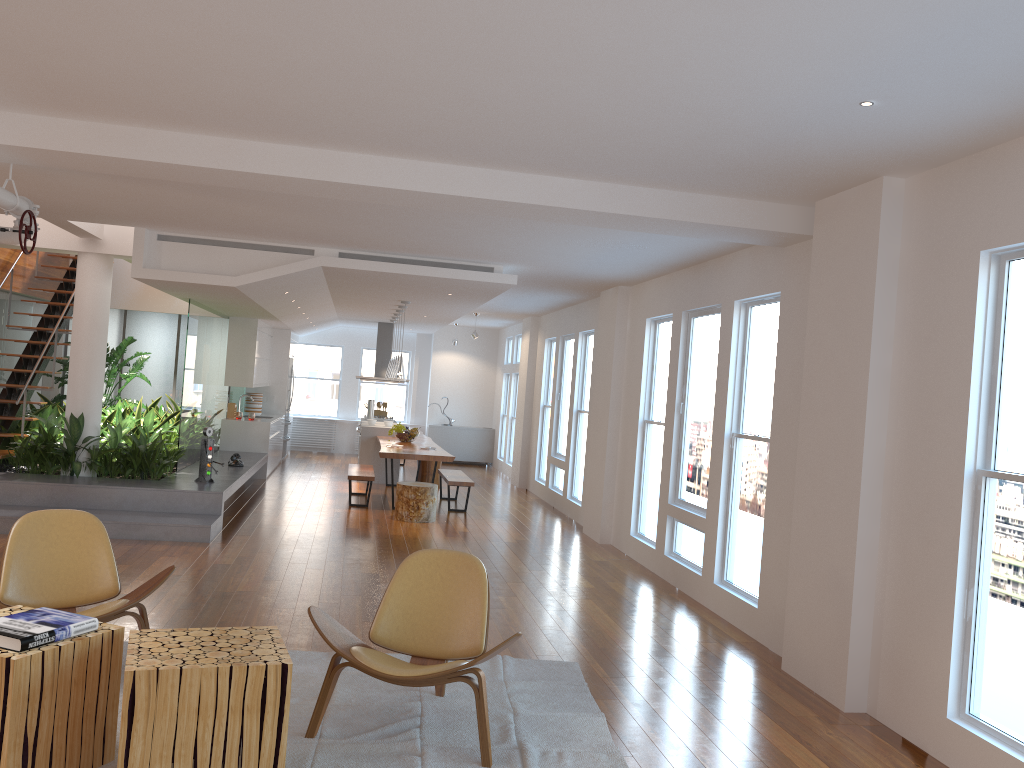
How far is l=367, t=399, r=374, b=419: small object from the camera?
14.93m

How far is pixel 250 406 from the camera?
14.2m

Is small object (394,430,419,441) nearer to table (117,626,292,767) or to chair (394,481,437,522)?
chair (394,481,437,522)

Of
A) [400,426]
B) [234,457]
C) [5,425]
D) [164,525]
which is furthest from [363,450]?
[164,525]

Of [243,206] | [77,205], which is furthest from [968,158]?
[77,205]

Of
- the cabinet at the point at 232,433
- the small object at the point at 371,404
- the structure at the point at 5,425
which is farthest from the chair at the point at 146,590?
the small object at the point at 371,404

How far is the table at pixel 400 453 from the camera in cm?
1027

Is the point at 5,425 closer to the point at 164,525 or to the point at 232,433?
the point at 164,525

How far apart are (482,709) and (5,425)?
7.8m

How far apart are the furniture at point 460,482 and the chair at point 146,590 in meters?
6.1
